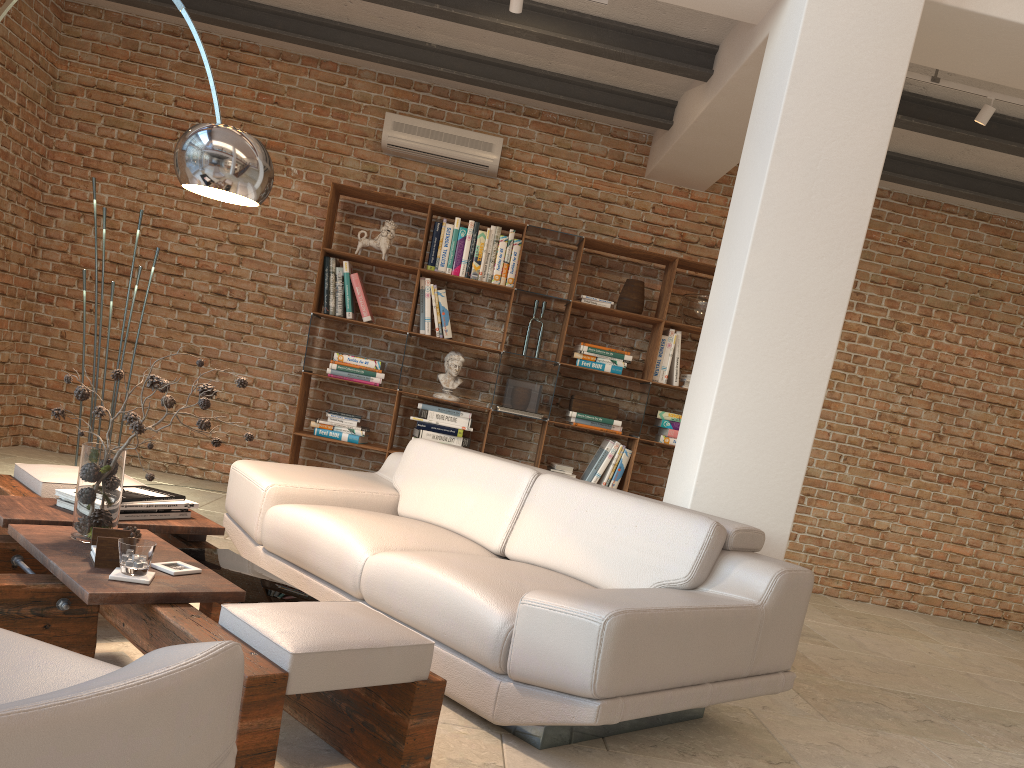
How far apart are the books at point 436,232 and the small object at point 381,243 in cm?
30

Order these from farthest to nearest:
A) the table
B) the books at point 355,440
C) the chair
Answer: the books at point 355,440 < the table < the chair

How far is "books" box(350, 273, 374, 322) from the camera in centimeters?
617cm

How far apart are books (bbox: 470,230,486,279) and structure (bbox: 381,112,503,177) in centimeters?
54cm

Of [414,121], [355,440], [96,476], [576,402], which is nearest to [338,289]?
[355,440]

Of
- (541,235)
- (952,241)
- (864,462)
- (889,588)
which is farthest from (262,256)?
(889,588)

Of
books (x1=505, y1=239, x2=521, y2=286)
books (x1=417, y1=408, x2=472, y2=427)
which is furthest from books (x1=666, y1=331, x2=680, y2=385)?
books (x1=417, y1=408, x2=472, y2=427)

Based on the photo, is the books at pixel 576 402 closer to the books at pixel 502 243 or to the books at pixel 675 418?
the books at pixel 675 418

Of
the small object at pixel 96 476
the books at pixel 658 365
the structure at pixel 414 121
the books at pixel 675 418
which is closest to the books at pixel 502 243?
the structure at pixel 414 121

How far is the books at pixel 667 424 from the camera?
6.28m
